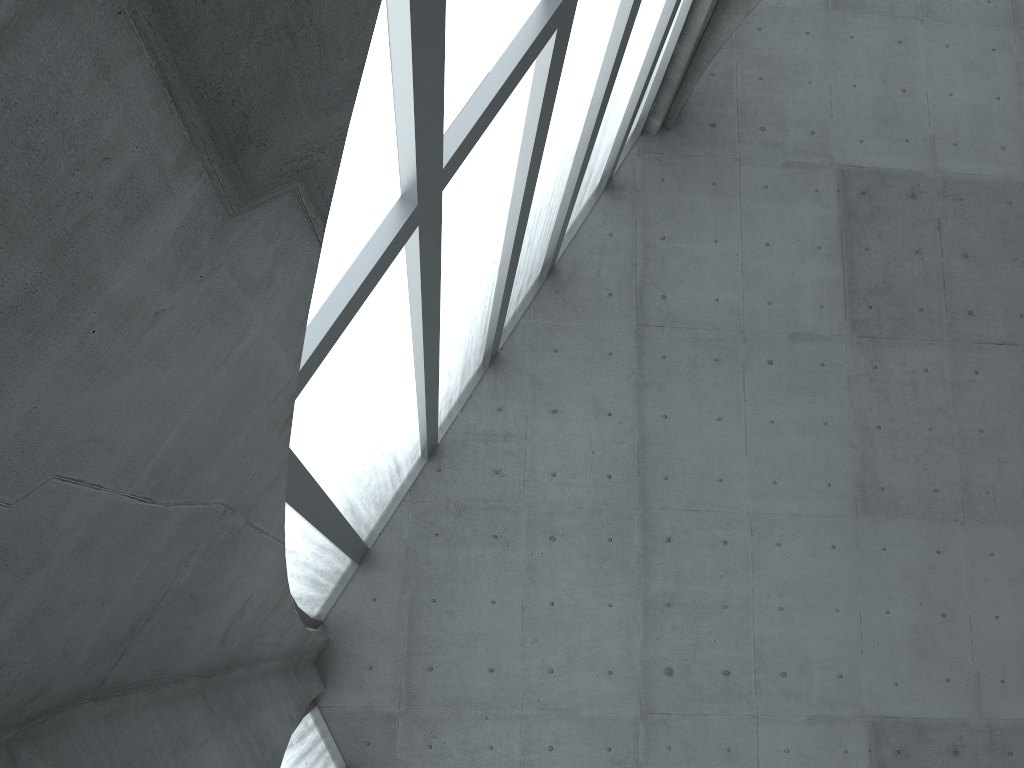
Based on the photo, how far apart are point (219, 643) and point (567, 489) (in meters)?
14.03
